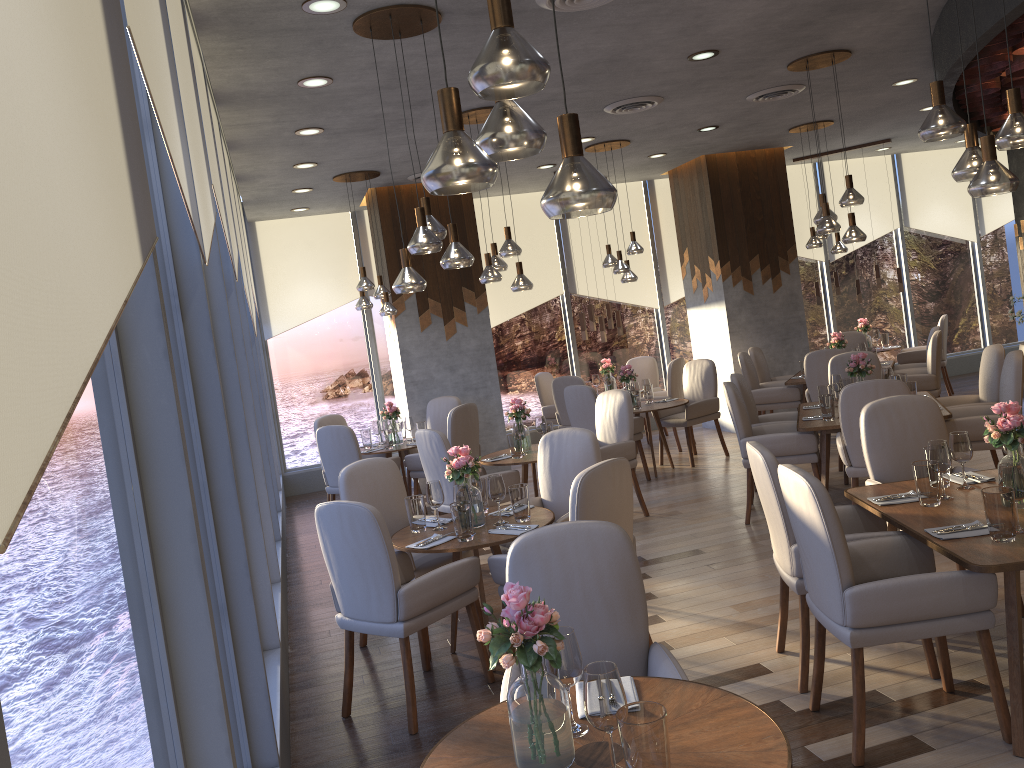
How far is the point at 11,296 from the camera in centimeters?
71cm

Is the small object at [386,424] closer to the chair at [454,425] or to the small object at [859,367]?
the chair at [454,425]

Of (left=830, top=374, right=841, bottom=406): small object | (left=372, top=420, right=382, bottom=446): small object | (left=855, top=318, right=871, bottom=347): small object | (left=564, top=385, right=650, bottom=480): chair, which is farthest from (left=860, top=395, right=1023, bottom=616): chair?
(left=855, top=318, right=871, bottom=347): small object

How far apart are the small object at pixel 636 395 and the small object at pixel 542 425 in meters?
1.9

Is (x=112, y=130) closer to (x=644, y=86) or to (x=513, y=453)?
(x=513, y=453)

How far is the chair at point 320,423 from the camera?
8.56m

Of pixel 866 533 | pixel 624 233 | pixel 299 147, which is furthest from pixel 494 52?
pixel 624 233

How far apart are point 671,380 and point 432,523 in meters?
5.4 m

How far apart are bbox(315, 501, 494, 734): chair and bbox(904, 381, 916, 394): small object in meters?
3.7

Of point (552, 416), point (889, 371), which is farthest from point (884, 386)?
point (552, 416)
